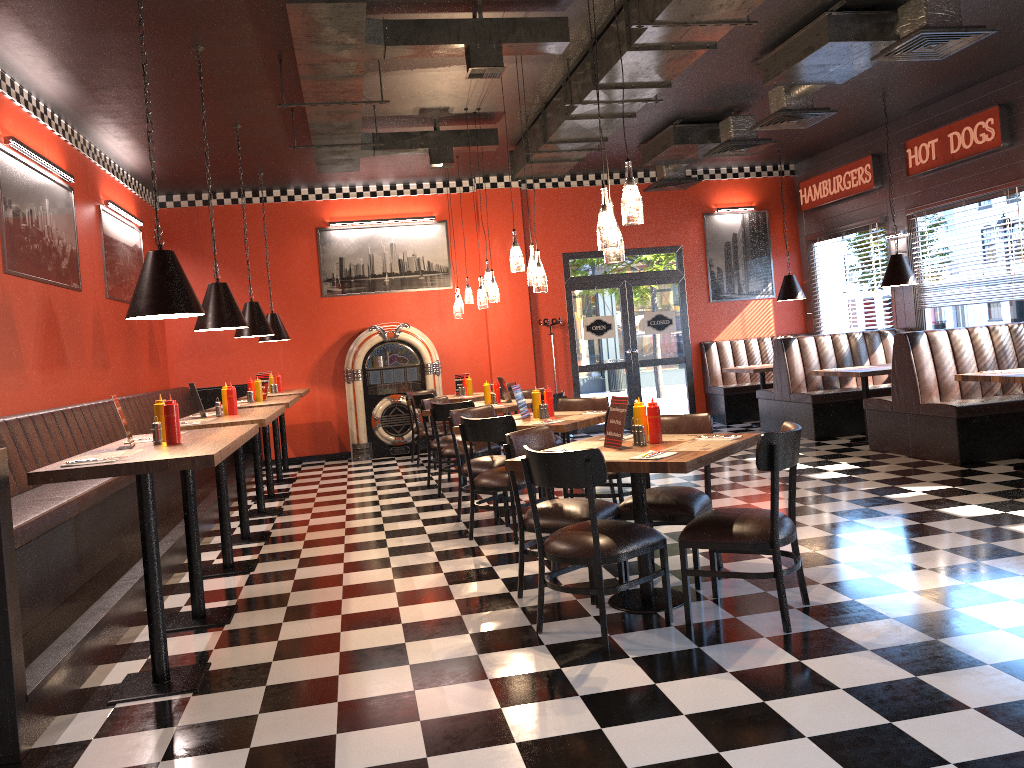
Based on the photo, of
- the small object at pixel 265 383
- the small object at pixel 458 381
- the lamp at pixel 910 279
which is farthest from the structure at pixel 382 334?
the lamp at pixel 910 279

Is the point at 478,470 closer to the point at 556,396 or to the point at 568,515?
the point at 556,396

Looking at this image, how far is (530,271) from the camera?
6.6m

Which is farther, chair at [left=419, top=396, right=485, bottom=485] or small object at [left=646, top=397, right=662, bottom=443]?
chair at [left=419, top=396, right=485, bottom=485]

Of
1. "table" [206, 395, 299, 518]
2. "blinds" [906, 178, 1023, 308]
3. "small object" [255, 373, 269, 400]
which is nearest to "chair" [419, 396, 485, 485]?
"table" [206, 395, 299, 518]

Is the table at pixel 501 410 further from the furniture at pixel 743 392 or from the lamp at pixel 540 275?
the furniture at pixel 743 392

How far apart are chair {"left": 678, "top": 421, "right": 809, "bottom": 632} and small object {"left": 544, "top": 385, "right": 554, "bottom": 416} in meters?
2.4 m

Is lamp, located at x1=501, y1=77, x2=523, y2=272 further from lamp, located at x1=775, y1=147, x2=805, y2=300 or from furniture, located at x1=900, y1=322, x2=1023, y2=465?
lamp, located at x1=775, y1=147, x2=805, y2=300

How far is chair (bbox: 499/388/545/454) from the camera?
9.3 meters

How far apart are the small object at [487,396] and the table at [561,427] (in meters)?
2.26
